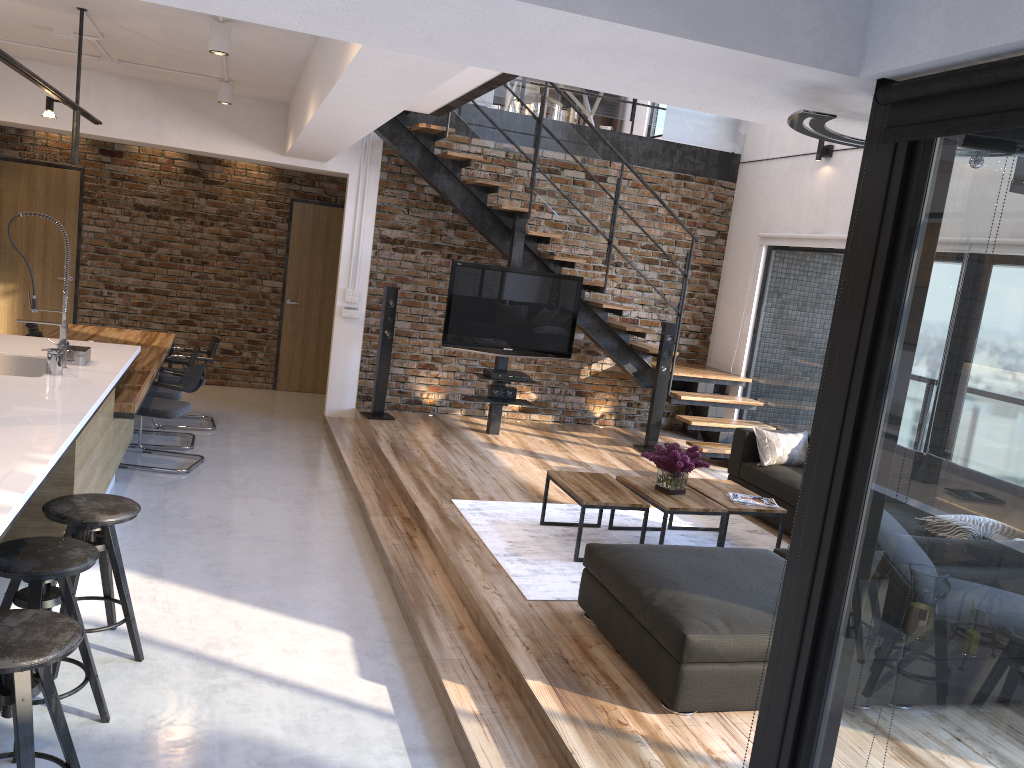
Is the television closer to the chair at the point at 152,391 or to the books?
the chair at the point at 152,391

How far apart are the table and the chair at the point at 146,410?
2.7m

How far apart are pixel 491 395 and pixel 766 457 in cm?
255

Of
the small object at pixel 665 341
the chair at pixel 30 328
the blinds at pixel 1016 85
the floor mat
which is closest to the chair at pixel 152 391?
the chair at pixel 30 328

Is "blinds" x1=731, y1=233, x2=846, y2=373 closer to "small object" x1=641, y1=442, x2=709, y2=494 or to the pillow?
the pillow

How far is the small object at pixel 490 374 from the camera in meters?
7.7

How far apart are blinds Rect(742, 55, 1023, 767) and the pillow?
4.8m

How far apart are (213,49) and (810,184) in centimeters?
540cm

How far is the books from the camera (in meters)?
5.26

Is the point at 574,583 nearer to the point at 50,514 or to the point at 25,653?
the point at 50,514
